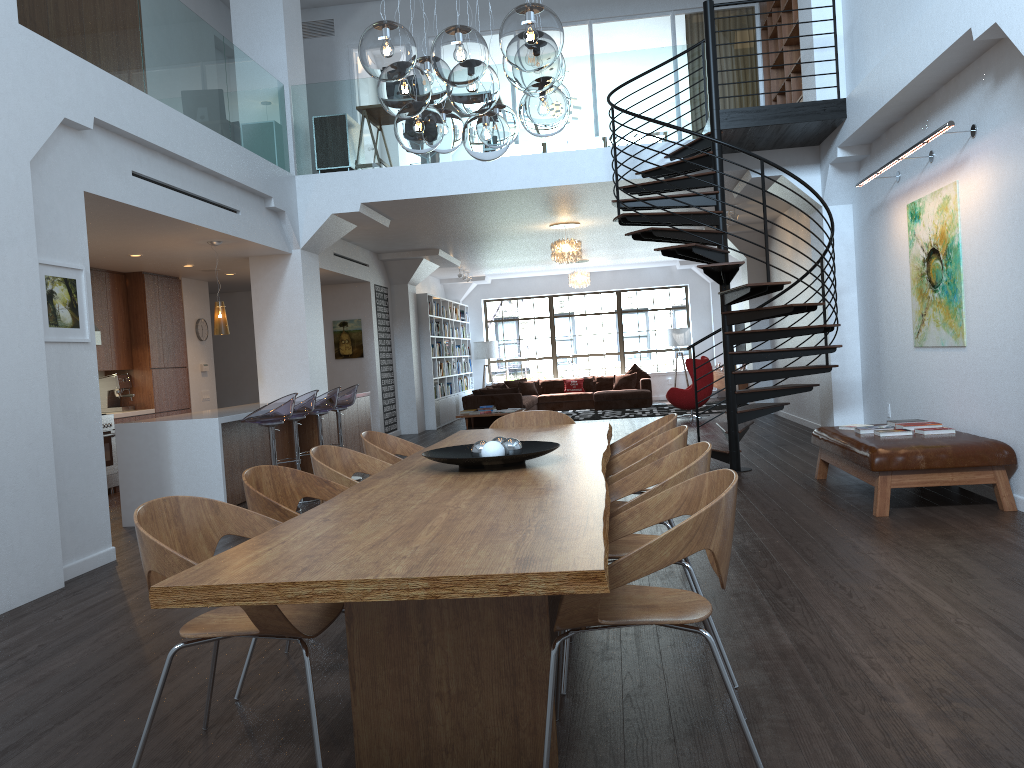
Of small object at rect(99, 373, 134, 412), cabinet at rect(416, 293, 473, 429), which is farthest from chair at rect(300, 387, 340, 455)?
cabinet at rect(416, 293, 473, 429)

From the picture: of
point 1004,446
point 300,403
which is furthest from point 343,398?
point 1004,446

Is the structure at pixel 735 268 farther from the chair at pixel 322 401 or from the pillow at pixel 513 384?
the pillow at pixel 513 384

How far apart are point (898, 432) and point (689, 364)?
8.0m

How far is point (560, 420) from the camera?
5.9m

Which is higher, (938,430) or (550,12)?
(550,12)

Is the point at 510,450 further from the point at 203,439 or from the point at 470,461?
the point at 203,439

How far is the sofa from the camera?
15.6 meters

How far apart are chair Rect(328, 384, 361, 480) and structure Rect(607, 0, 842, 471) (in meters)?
3.29

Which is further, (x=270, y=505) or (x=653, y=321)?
(x=653, y=321)
